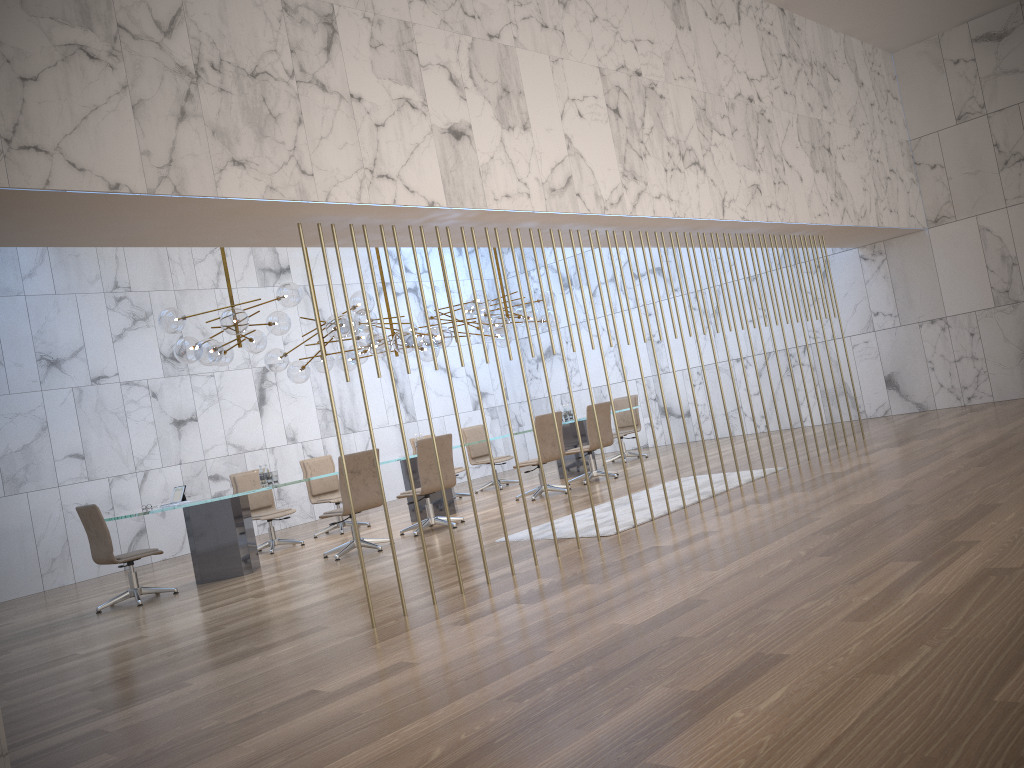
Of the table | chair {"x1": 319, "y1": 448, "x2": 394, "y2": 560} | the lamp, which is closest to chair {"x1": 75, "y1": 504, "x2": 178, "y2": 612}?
the table

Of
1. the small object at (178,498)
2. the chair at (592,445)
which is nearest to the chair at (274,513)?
the small object at (178,498)

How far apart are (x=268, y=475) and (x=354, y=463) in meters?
1.3 m

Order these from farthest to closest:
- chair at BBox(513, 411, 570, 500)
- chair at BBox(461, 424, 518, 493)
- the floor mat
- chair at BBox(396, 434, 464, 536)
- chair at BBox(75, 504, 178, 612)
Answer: chair at BBox(461, 424, 518, 493) → chair at BBox(513, 411, 570, 500) → chair at BBox(396, 434, 464, 536) → chair at BBox(75, 504, 178, 612) → the floor mat

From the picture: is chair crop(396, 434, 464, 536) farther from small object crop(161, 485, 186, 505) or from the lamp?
small object crop(161, 485, 186, 505)

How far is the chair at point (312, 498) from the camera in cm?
1141

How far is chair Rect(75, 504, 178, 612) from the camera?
8.1m

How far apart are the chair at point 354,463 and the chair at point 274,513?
1.8m

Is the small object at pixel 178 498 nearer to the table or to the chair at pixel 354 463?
the table

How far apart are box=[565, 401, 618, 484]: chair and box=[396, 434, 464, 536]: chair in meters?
2.4 m
